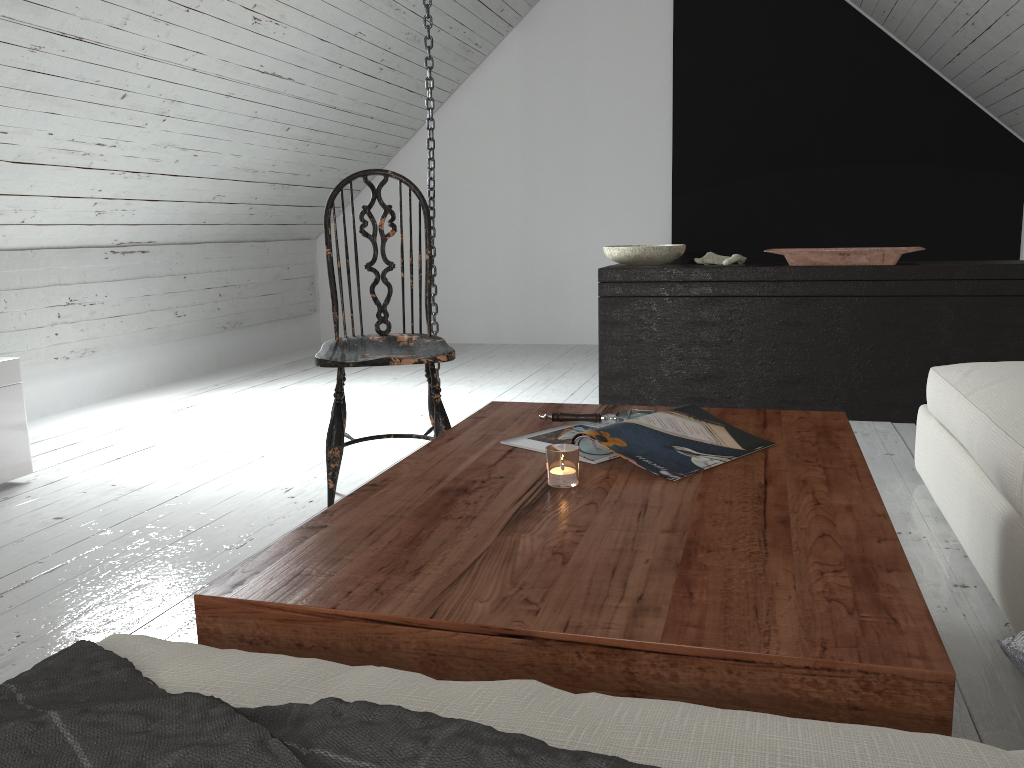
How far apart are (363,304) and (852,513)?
5.3m

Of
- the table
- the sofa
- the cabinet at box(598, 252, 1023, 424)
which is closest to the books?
the table

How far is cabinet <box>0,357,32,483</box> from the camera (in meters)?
2.67

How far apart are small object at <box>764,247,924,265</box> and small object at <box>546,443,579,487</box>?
2.3m

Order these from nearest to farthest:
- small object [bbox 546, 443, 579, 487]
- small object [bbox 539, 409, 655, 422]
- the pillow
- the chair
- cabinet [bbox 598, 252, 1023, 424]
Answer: the pillow
small object [bbox 546, 443, 579, 487]
small object [bbox 539, 409, 655, 422]
the chair
cabinet [bbox 598, 252, 1023, 424]

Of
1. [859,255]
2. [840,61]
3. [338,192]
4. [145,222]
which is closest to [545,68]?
[840,61]

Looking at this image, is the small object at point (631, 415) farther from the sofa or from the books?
the sofa

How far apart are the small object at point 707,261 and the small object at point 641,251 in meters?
0.1

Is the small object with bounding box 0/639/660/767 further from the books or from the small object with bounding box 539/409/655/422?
the small object with bounding box 539/409/655/422

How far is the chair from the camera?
2.2m
